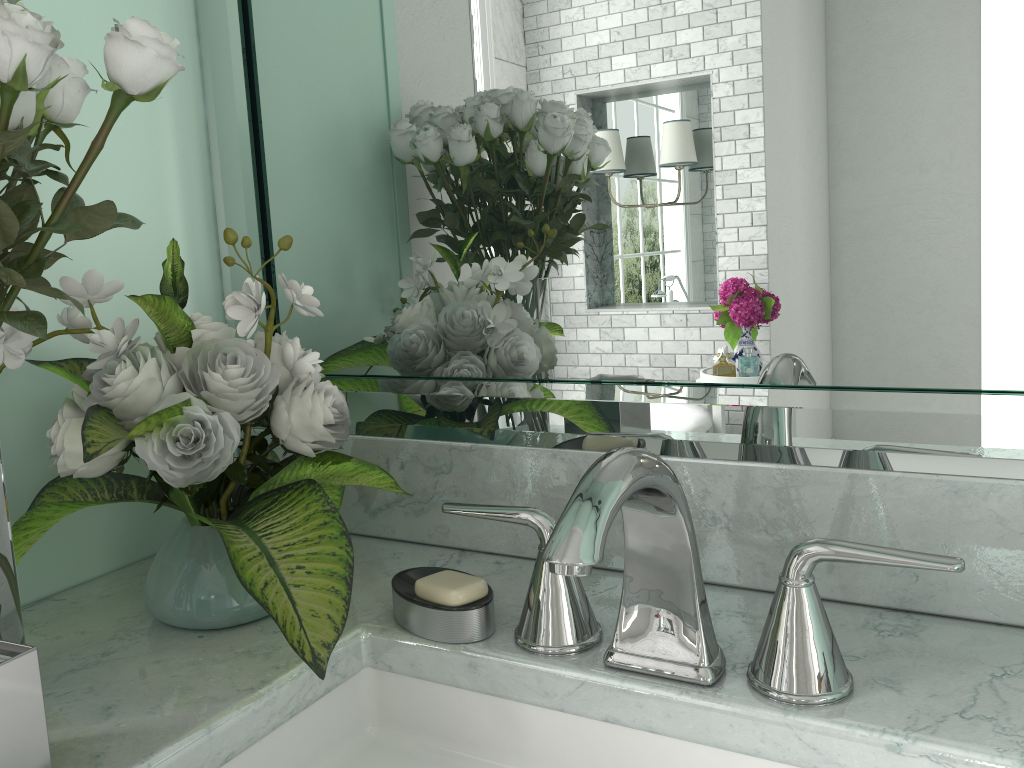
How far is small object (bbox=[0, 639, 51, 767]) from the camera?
0.6 meters

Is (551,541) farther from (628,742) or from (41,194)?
(41,194)

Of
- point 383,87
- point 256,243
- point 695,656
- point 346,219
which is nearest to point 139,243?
point 256,243

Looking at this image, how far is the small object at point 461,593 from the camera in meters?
0.8 m

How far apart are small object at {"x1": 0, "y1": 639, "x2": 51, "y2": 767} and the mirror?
0.5m

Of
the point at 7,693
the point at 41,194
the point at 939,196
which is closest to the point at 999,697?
the point at 939,196

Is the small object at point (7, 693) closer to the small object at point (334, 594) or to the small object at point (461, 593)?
the small object at point (334, 594)

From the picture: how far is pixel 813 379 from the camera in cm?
86

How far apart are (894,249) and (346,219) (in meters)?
0.64

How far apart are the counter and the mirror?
0.0 meters
